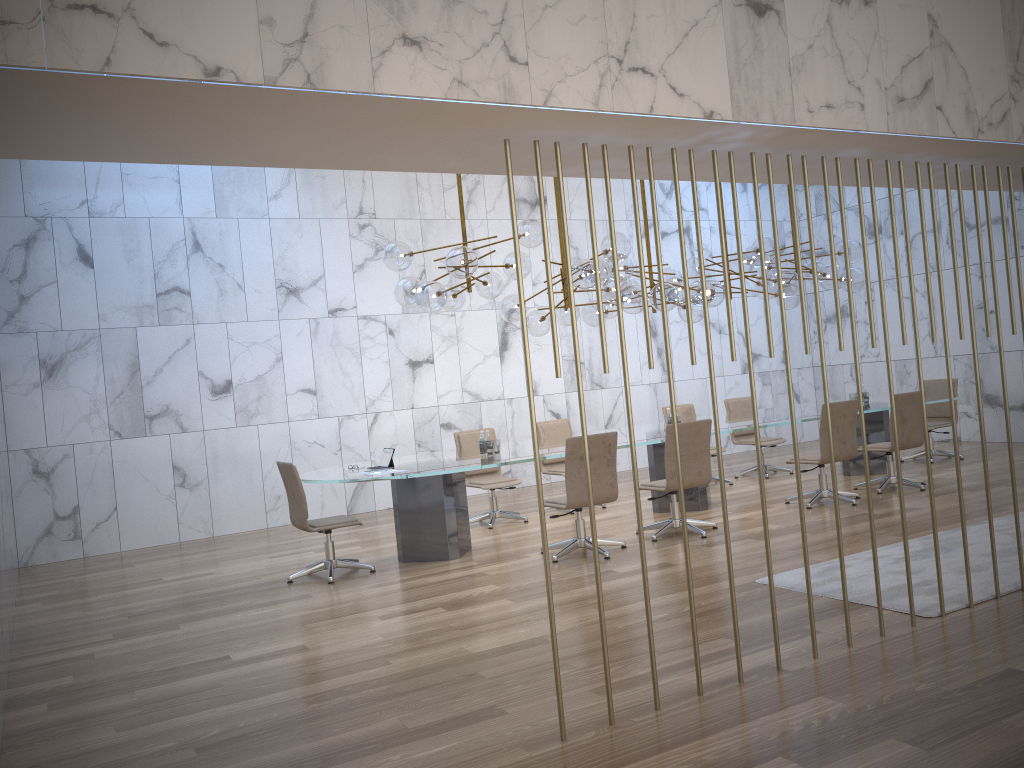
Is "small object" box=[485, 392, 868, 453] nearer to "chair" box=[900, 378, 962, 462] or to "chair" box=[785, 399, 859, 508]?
"chair" box=[900, 378, 962, 462]

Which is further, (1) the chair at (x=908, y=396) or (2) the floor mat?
(1) the chair at (x=908, y=396)

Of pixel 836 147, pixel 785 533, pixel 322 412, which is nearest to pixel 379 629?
pixel 785 533

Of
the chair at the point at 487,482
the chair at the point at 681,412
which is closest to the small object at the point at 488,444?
the chair at the point at 487,482

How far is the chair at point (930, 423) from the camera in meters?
11.1 m

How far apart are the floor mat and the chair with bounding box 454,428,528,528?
3.8m

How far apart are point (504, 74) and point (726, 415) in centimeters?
788cm

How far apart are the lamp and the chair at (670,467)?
1.3 meters

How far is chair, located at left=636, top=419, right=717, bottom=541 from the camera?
7.53m

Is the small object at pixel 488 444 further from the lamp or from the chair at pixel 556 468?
the chair at pixel 556 468
